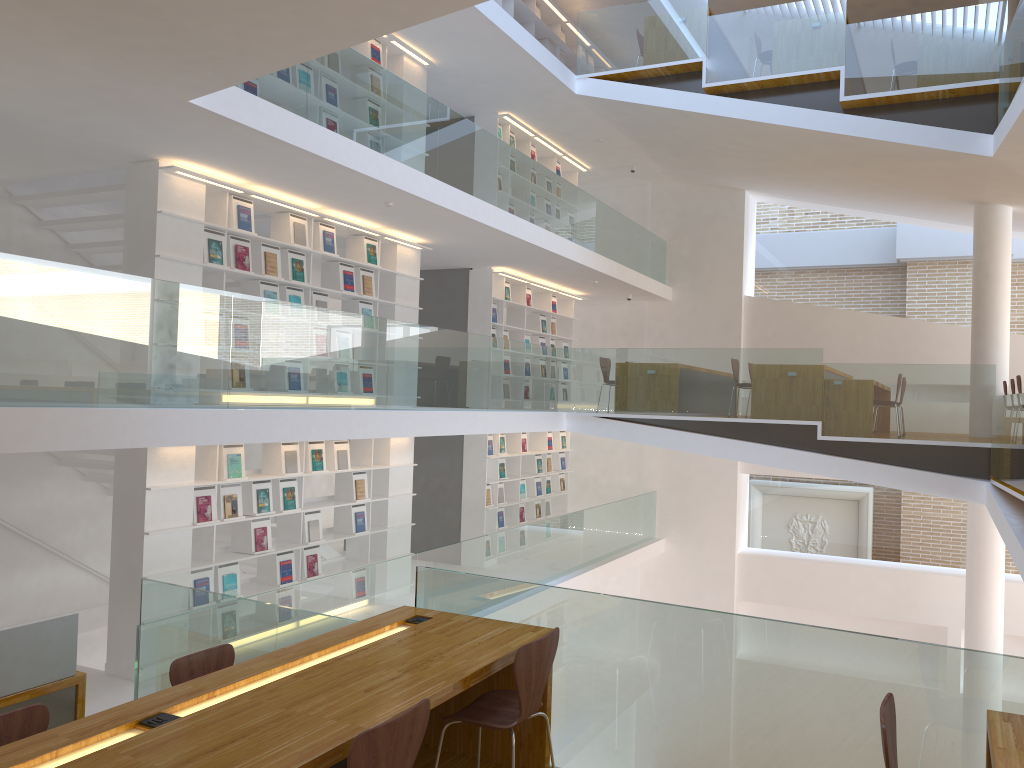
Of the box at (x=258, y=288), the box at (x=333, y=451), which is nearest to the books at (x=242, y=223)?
the box at (x=258, y=288)

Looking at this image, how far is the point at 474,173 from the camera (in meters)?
8.72

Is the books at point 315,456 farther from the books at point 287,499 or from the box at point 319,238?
the box at point 319,238

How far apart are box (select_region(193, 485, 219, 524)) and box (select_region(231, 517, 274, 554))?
0.5m

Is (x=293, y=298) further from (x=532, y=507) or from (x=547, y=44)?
(x=547, y=44)

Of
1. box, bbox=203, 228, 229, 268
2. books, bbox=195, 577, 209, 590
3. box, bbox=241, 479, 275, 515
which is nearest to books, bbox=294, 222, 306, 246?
box, bbox=203, 228, 229, 268

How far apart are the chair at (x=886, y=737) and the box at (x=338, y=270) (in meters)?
6.78

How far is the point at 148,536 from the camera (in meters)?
6.60

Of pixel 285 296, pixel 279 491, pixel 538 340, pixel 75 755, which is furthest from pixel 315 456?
pixel 75 755

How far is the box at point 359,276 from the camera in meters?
8.9
